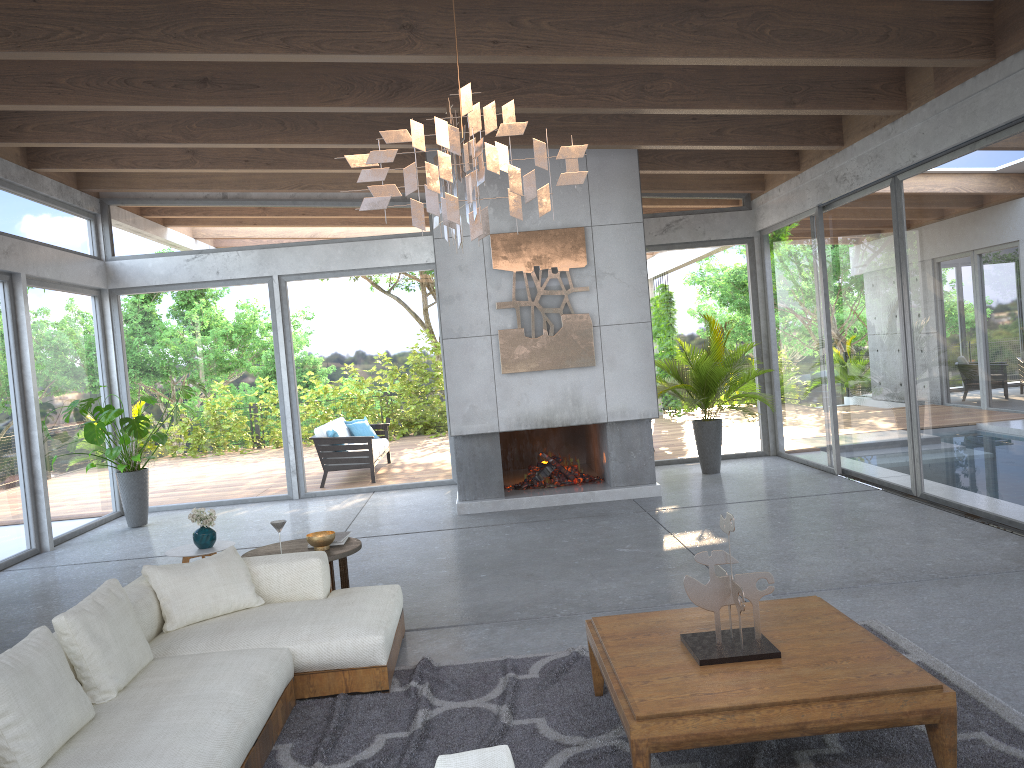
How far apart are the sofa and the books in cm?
61

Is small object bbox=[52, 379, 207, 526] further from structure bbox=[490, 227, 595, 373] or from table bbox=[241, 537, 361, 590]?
table bbox=[241, 537, 361, 590]

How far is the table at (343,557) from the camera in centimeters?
520cm

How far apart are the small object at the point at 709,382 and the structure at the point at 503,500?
1.2 meters

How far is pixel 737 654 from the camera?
3.20m

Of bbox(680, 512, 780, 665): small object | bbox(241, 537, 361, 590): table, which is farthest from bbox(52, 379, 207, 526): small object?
bbox(680, 512, 780, 665): small object

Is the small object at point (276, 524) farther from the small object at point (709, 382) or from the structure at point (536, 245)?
the small object at point (709, 382)

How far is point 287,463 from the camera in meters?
10.6 m

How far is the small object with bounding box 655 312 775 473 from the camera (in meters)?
9.57

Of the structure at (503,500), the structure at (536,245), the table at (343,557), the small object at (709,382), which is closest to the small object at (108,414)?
the structure at (503,500)
